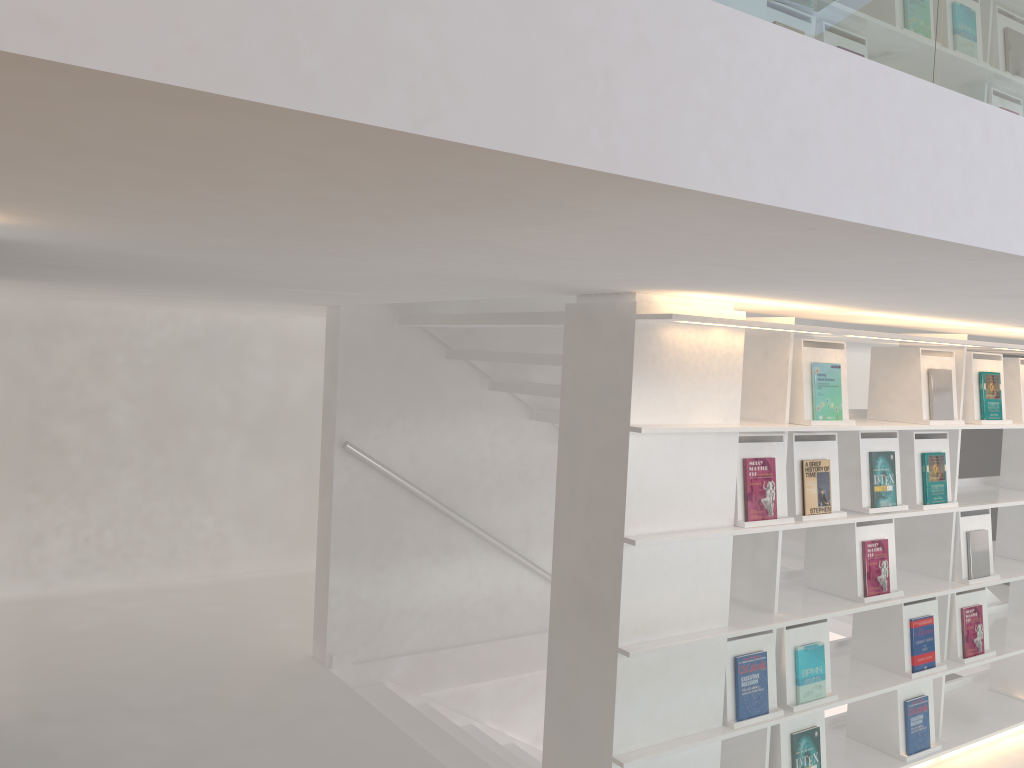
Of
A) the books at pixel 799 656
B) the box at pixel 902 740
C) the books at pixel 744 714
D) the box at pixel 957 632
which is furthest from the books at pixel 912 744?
the books at pixel 744 714

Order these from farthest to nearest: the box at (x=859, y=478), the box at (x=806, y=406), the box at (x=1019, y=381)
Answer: the box at (x=1019, y=381) → the box at (x=859, y=478) → the box at (x=806, y=406)

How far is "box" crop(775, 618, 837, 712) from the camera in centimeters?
307cm

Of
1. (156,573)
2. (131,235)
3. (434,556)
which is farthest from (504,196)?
(156,573)

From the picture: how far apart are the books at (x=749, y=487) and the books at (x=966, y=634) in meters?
1.3

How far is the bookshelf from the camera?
2.6m

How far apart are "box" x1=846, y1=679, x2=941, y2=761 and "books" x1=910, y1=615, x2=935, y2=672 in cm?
10

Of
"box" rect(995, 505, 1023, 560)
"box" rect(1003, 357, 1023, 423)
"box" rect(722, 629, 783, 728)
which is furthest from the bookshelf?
"box" rect(1003, 357, 1023, 423)

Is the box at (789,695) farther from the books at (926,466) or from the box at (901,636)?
the books at (926,466)

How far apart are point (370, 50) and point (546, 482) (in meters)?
4.49
